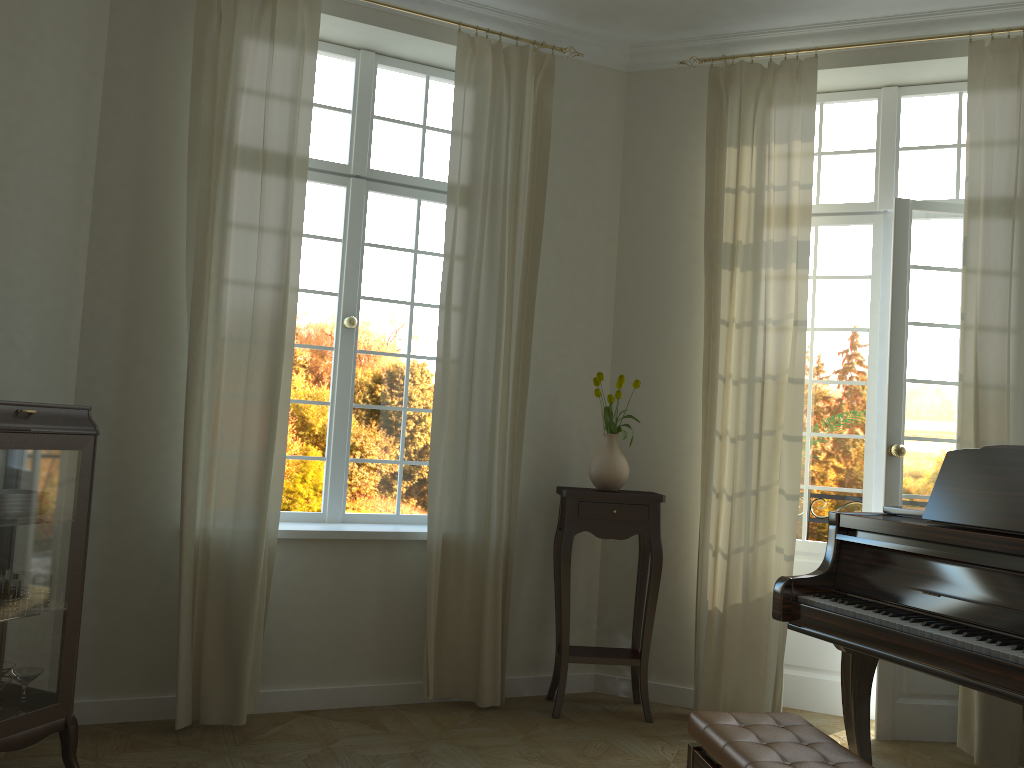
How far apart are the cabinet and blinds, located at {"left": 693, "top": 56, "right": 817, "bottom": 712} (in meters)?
2.82

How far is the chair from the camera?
2.4m

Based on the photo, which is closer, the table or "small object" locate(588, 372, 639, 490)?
the table

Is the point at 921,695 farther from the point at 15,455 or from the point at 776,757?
the point at 15,455

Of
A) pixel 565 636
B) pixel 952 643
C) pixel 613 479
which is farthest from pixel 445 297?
pixel 952 643

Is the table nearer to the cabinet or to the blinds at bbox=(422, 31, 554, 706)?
the blinds at bbox=(422, 31, 554, 706)

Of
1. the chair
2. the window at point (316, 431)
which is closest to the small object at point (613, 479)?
the window at point (316, 431)

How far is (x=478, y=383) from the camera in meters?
4.5 m

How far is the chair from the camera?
2.4 meters

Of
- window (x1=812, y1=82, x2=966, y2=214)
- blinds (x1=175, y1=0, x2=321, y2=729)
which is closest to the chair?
blinds (x1=175, y1=0, x2=321, y2=729)
